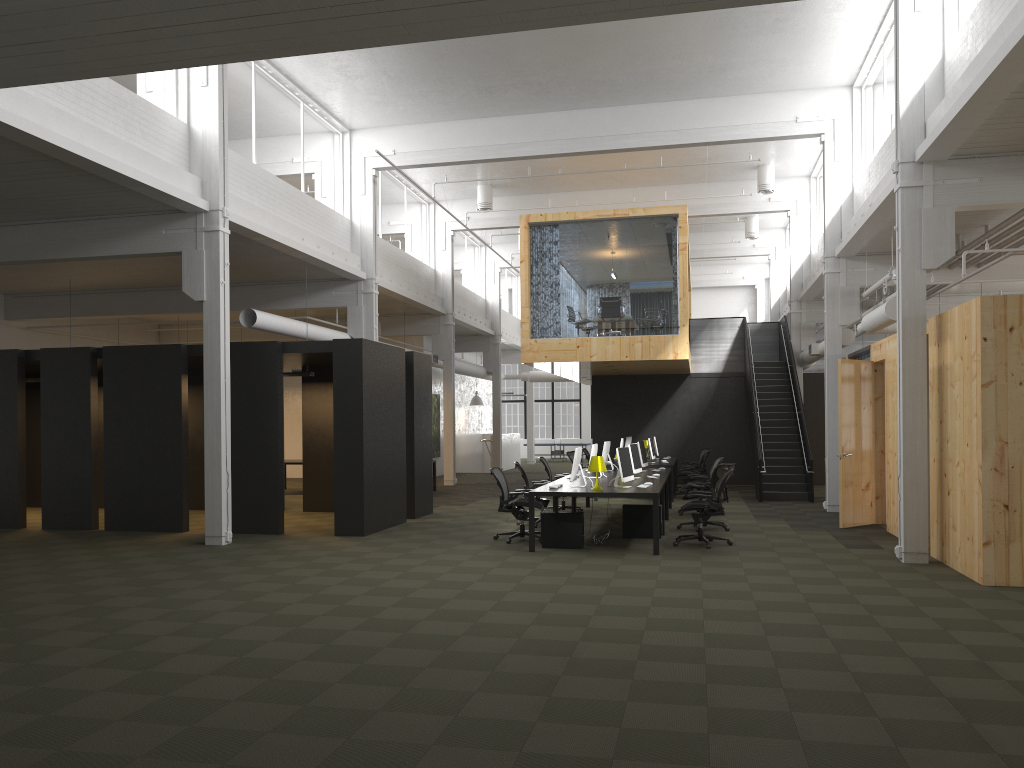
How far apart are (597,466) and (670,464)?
7.2 meters

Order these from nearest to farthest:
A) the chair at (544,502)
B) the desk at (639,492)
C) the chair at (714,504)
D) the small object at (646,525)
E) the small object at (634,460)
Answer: the desk at (639,492)
the chair at (714,504)
the small object at (646,525)
the small object at (634,460)
the chair at (544,502)

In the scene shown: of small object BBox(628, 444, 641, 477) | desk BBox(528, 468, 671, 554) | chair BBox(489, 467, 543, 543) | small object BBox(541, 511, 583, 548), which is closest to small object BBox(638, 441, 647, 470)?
desk BBox(528, 468, 671, 554)

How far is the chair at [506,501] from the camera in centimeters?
1193cm

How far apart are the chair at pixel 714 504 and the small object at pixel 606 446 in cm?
381

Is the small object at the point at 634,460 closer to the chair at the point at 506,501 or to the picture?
the chair at the point at 506,501

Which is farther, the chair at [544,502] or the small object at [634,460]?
the chair at [544,502]

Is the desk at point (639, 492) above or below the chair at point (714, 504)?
above

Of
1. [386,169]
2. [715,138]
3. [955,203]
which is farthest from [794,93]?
[386,169]

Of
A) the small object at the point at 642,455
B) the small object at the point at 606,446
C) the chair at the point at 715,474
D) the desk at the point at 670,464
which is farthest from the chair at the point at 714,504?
the desk at the point at 670,464
